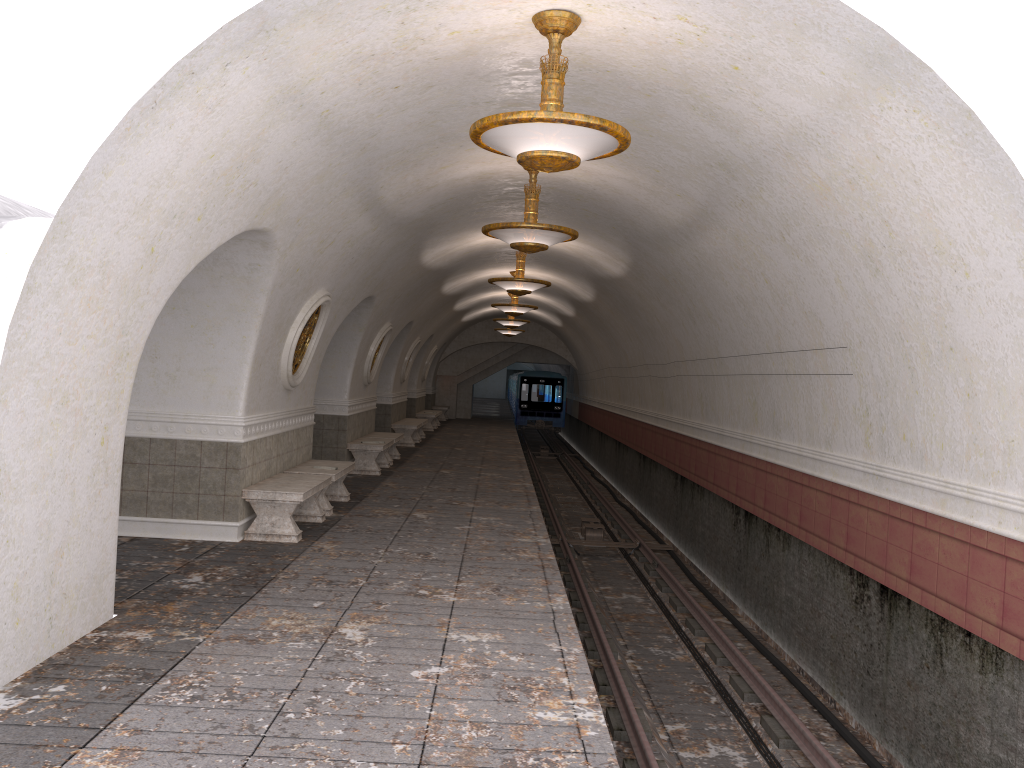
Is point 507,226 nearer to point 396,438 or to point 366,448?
point 366,448

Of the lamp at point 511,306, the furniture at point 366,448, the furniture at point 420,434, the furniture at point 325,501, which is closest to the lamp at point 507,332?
the furniture at point 420,434

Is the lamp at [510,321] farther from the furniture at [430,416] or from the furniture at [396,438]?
the furniture at [396,438]

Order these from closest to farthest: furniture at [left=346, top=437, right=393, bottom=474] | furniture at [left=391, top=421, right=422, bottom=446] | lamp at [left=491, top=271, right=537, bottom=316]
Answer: furniture at [left=346, top=437, right=393, bottom=474] < lamp at [left=491, top=271, right=537, bottom=316] < furniture at [left=391, top=421, right=422, bottom=446]

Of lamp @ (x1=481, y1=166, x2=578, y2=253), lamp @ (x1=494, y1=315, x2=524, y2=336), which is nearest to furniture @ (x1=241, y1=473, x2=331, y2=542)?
lamp @ (x1=481, y1=166, x2=578, y2=253)

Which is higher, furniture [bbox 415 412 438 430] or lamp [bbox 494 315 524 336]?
lamp [bbox 494 315 524 336]

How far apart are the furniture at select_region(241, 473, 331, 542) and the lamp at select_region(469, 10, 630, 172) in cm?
439

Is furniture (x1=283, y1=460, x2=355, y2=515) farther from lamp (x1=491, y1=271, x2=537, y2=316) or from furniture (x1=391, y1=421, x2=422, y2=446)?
furniture (x1=391, y1=421, x2=422, y2=446)

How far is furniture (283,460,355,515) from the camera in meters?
10.5

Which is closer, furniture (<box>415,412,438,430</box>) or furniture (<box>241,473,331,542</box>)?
furniture (<box>241,473,331,542</box>)
